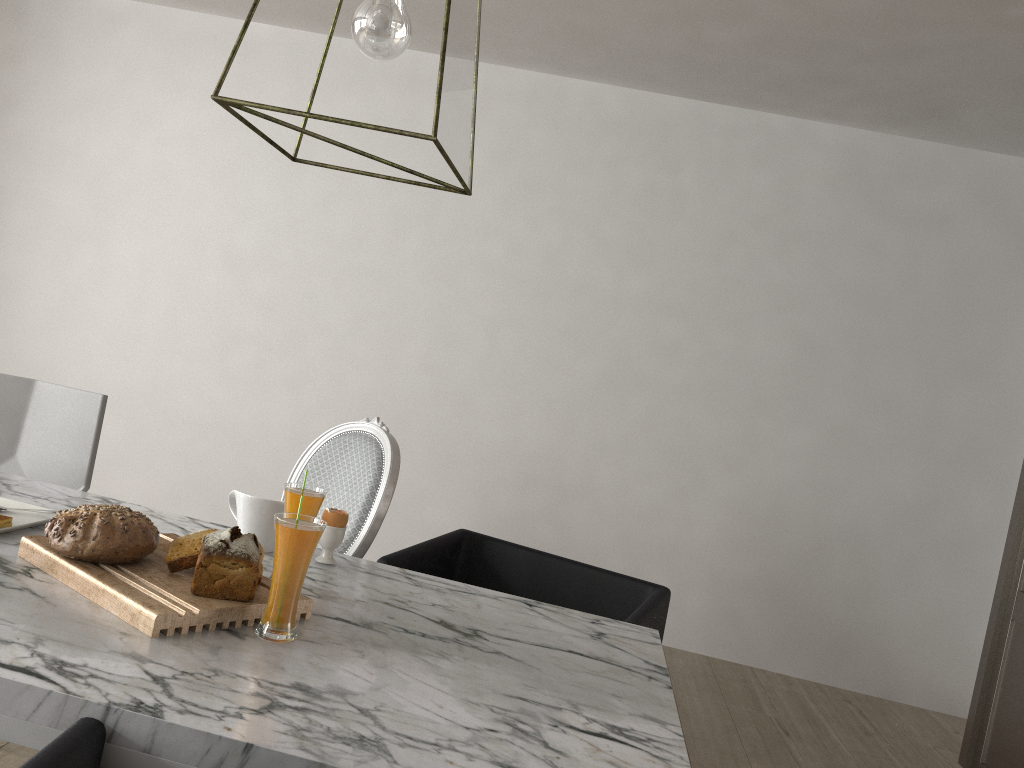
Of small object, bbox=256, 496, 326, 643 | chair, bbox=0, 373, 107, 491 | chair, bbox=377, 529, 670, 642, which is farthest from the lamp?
chair, bbox=0, 373, 107, 491

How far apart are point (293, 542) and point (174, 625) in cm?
18

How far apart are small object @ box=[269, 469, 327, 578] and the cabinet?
2.2 meters

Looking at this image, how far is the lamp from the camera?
1.2 meters

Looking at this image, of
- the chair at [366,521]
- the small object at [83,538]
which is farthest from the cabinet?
the small object at [83,538]

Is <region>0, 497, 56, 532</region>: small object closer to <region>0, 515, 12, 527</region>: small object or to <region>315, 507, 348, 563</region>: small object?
<region>0, 515, 12, 527</region>: small object

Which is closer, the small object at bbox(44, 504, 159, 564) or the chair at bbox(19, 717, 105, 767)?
the chair at bbox(19, 717, 105, 767)

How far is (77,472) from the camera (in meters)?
2.20

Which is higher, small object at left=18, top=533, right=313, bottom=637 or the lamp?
the lamp

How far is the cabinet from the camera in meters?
2.6
